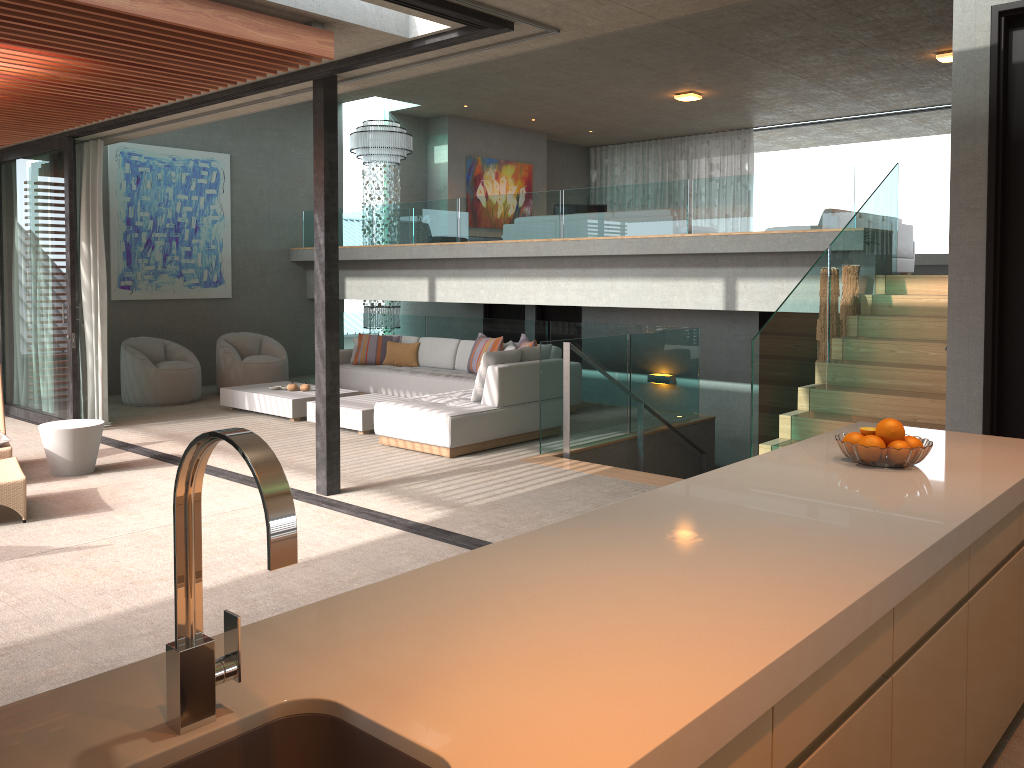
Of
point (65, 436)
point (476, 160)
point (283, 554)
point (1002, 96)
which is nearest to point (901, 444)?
point (283, 554)

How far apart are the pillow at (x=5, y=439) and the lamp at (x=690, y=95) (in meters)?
10.09

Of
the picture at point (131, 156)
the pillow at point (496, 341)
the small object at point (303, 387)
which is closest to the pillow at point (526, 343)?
the pillow at point (496, 341)

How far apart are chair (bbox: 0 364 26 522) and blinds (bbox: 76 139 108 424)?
2.35m

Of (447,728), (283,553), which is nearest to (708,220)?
(447,728)

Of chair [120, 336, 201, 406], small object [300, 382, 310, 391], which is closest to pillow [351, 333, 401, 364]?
small object [300, 382, 310, 391]

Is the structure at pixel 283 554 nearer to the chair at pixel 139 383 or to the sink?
the sink

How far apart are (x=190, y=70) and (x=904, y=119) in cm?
1365

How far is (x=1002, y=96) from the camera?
4.6m

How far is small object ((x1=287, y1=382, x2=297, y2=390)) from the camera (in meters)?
9.95
